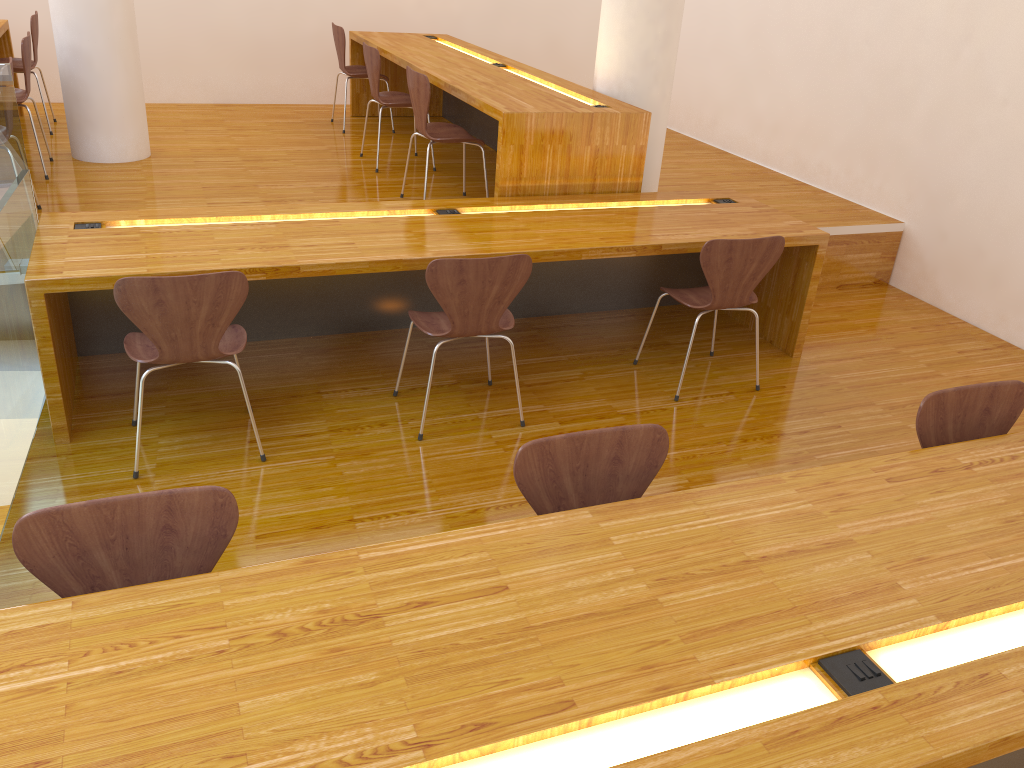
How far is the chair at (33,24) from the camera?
5.31m

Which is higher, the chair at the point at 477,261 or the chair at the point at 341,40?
the chair at the point at 341,40

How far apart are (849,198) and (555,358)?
2.64m

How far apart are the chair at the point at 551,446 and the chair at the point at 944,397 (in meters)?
0.74

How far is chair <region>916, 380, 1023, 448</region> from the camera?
2.3 meters

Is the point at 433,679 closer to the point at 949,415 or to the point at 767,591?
the point at 767,591

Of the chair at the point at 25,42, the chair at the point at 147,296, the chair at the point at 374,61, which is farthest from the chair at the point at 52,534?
the chair at the point at 374,61

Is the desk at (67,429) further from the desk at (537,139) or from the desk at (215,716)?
the desk at (215,716)

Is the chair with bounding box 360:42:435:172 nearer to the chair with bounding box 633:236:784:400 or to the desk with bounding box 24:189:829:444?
the desk with bounding box 24:189:829:444

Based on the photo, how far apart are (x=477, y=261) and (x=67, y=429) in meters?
1.5 m
